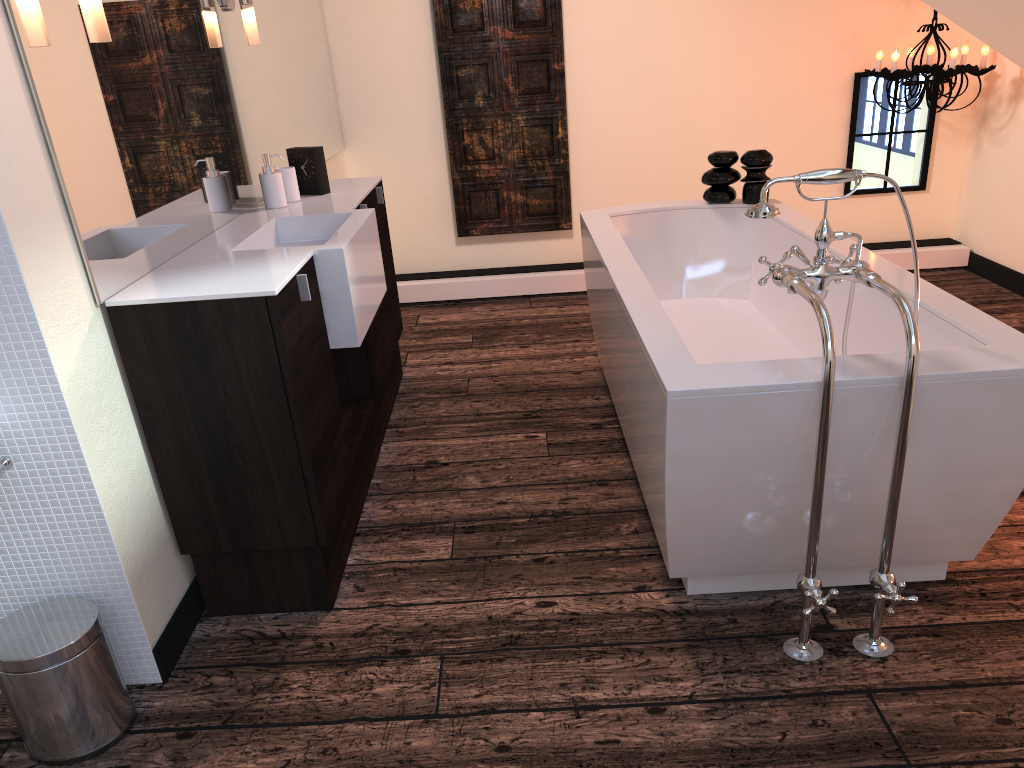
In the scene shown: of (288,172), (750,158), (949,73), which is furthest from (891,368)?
(949,73)

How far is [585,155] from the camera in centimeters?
492cm

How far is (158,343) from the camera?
1.92m

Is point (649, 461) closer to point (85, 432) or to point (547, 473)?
point (547, 473)

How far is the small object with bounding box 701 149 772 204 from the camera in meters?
3.5

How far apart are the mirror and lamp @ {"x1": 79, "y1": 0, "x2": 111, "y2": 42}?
0.05m

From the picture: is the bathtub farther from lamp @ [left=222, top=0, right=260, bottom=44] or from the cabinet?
lamp @ [left=222, top=0, right=260, bottom=44]

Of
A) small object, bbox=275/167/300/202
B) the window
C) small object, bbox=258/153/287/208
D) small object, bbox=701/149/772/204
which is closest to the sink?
small object, bbox=258/153/287/208

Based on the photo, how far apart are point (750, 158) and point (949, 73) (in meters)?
1.43

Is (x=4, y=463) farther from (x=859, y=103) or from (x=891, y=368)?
(x=859, y=103)
